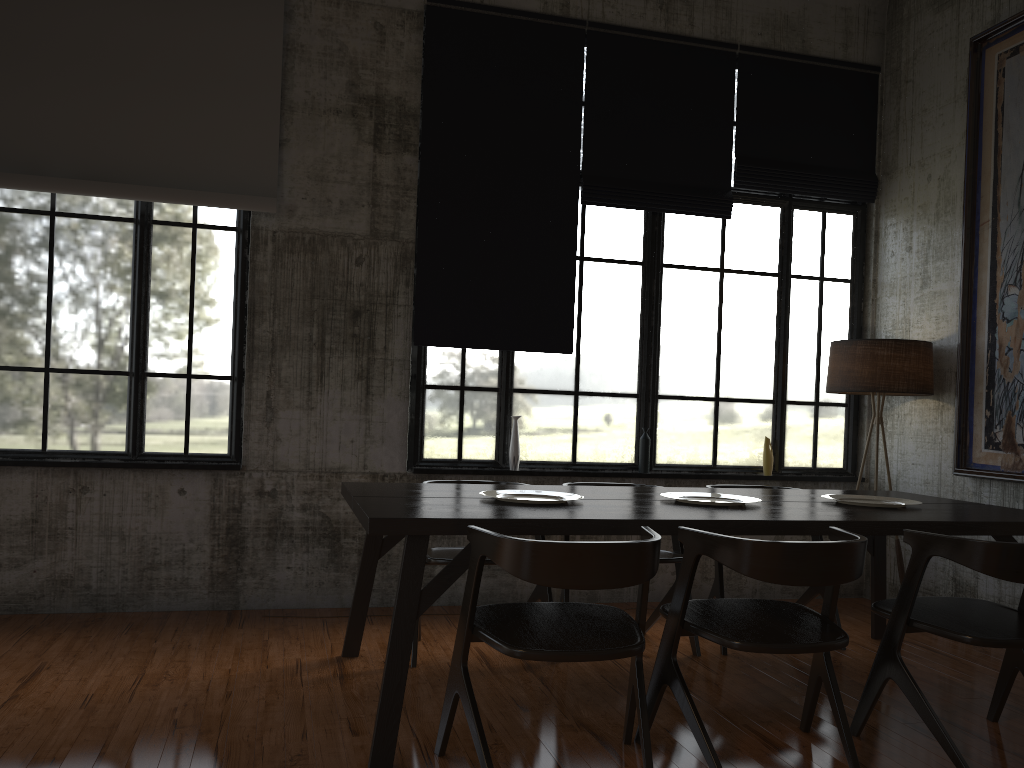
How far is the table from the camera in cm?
356

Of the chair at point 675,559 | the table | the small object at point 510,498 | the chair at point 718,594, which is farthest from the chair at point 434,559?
the chair at point 718,594

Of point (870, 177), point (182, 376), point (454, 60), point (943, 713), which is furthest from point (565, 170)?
point (943, 713)

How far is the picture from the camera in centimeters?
590cm

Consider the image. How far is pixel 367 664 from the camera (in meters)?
4.90

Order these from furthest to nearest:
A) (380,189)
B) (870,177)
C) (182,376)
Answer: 1. (870,177)
2. (380,189)
3. (182,376)

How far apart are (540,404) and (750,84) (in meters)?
3.11

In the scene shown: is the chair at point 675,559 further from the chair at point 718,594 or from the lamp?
the lamp

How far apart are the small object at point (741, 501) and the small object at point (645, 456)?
1.91m

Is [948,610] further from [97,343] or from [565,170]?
[97,343]
